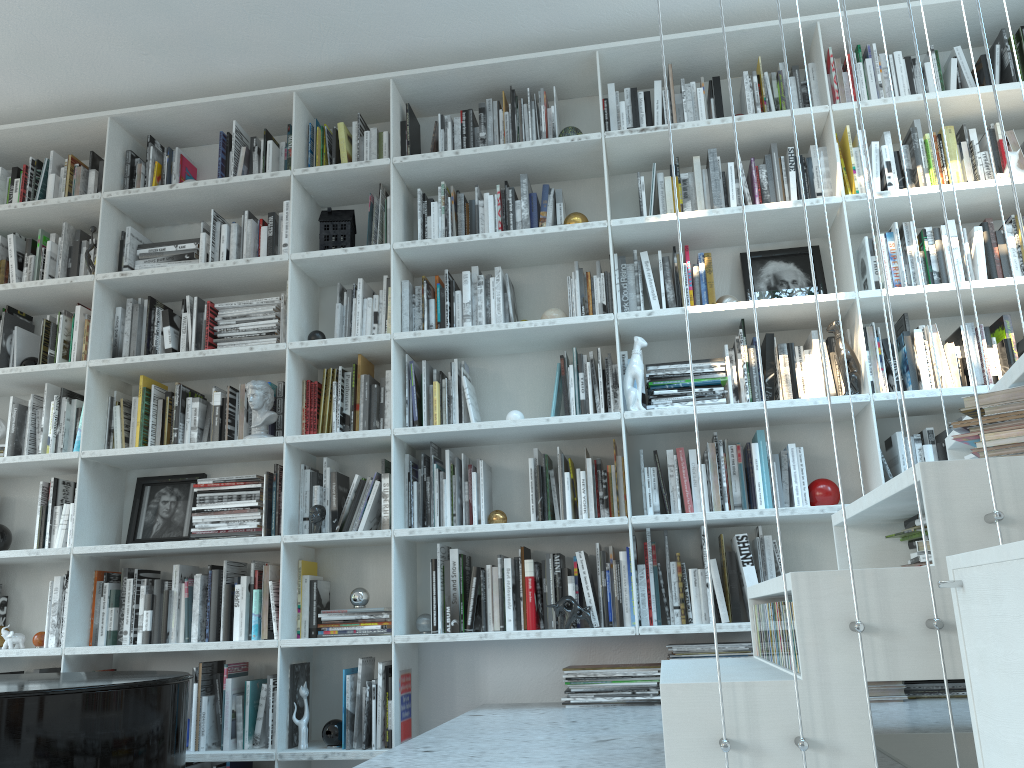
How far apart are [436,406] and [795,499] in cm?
133

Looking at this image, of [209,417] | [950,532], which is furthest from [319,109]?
[950,532]

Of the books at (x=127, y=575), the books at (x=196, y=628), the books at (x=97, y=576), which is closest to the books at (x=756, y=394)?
the books at (x=196, y=628)

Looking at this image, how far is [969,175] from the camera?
3.25m

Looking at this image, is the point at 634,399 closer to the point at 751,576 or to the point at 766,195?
the point at 751,576

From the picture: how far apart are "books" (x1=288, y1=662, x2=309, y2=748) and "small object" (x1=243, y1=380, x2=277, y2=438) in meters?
0.9

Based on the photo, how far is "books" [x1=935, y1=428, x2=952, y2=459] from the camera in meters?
3.1

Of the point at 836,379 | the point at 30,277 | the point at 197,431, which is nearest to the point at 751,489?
the point at 836,379

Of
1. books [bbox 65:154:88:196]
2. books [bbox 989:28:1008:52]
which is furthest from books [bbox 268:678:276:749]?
books [bbox 989:28:1008:52]

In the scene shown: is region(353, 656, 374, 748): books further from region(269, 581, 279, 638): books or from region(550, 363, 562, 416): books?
region(550, 363, 562, 416): books
